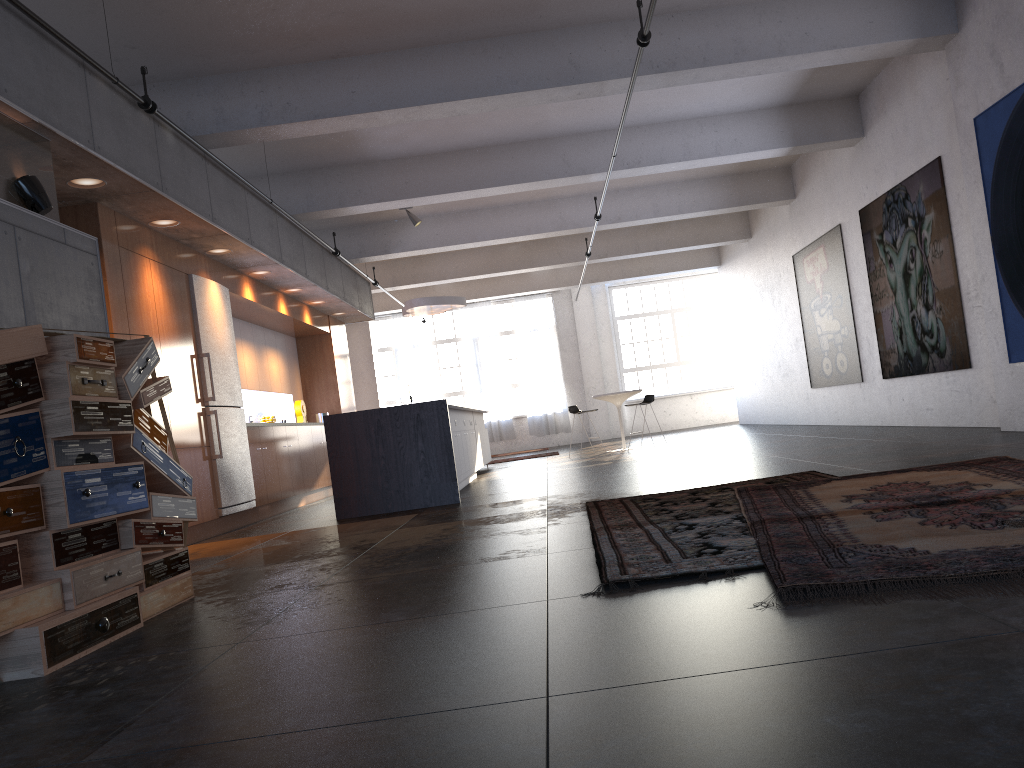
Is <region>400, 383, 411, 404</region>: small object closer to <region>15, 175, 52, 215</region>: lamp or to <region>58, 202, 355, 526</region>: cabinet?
<region>58, 202, 355, 526</region>: cabinet

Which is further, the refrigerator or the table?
the table

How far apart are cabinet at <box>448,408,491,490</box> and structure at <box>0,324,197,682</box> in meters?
5.0 m

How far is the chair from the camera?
14.08m

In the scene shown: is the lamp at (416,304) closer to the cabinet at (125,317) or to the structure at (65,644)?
the cabinet at (125,317)

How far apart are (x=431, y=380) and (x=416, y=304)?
8.3 meters

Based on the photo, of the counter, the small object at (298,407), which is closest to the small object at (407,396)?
the small object at (298,407)

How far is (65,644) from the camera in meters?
3.2

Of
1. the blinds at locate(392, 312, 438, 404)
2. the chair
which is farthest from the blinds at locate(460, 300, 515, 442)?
the chair

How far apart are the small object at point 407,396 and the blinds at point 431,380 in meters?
2.2
